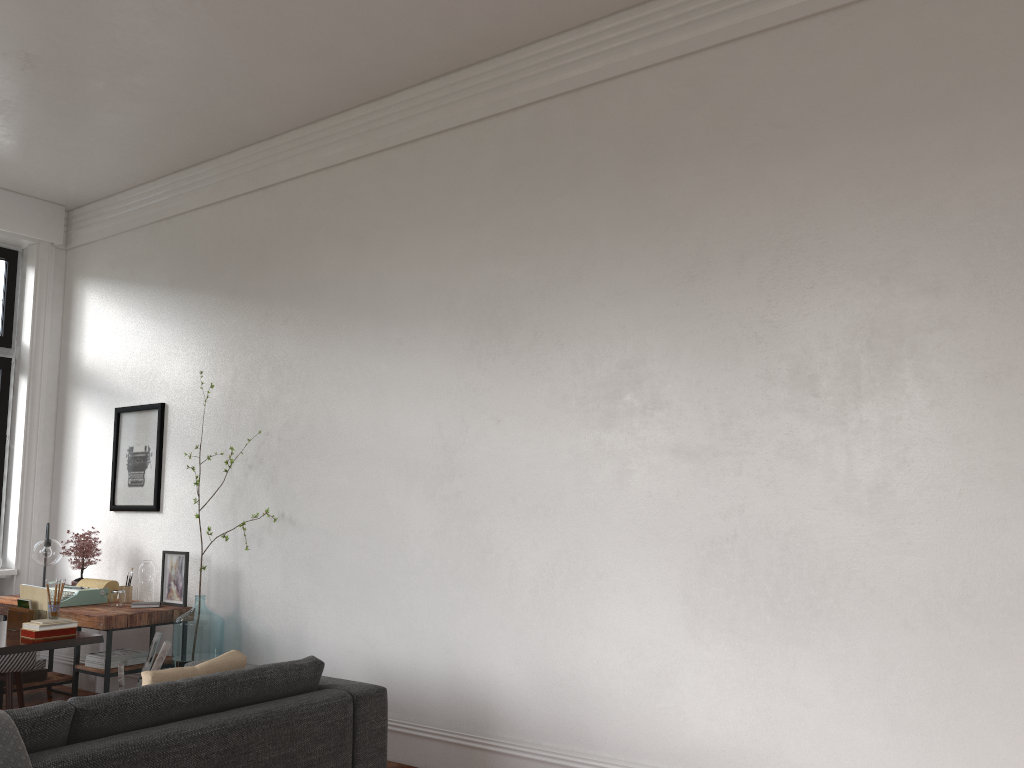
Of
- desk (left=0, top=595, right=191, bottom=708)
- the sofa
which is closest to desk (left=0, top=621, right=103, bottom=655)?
desk (left=0, top=595, right=191, bottom=708)

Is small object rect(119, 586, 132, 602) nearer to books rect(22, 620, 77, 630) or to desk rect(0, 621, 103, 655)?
desk rect(0, 621, 103, 655)

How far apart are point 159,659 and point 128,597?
1.08m

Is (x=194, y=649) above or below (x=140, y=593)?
below

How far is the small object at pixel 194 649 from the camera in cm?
556

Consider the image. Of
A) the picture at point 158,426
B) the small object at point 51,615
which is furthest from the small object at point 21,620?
the picture at point 158,426

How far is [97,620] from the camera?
5.51m

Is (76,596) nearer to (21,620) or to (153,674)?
(21,620)

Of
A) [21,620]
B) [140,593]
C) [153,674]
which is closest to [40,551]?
[140,593]

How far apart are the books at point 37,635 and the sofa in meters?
1.6 m
